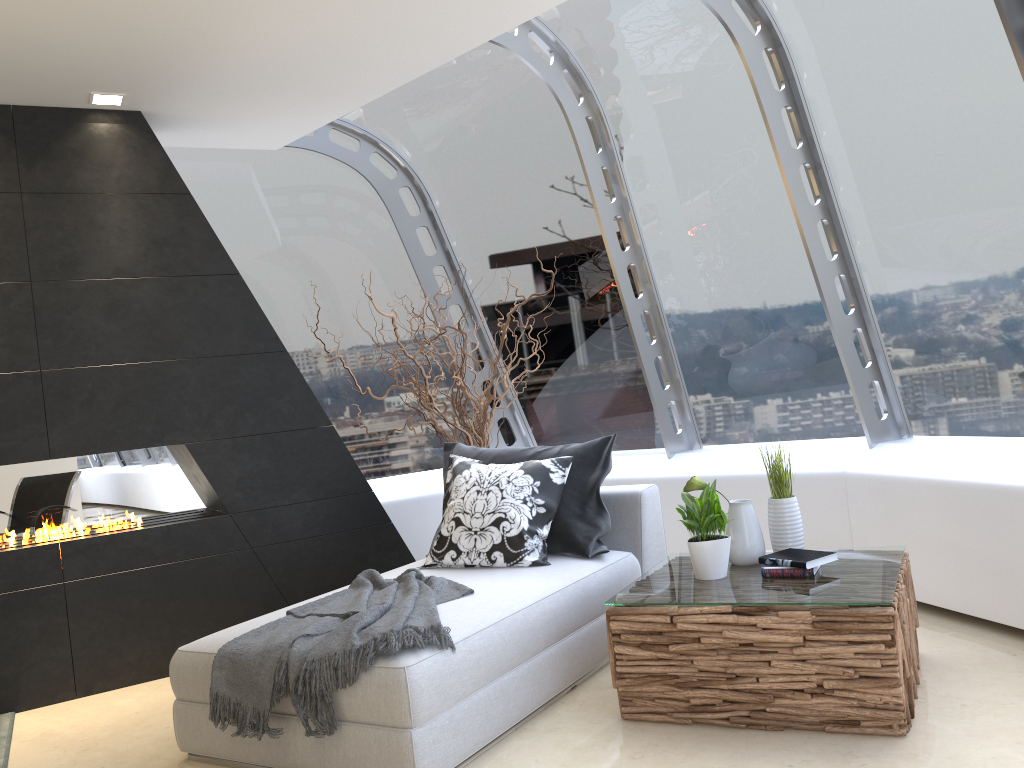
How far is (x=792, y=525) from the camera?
3.5 meters

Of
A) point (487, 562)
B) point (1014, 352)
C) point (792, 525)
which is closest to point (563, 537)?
point (487, 562)

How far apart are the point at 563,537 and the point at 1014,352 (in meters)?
2.14

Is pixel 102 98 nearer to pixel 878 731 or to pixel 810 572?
pixel 810 572

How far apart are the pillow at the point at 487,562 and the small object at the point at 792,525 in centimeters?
97cm

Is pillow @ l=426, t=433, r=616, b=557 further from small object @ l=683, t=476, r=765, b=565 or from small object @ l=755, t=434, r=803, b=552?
small object @ l=755, t=434, r=803, b=552

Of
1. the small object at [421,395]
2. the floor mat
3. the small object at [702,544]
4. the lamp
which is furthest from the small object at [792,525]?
the lamp

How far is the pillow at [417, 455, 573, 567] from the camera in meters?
3.9

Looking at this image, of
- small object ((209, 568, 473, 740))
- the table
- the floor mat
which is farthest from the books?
the floor mat

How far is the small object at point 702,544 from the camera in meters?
3.3 m
